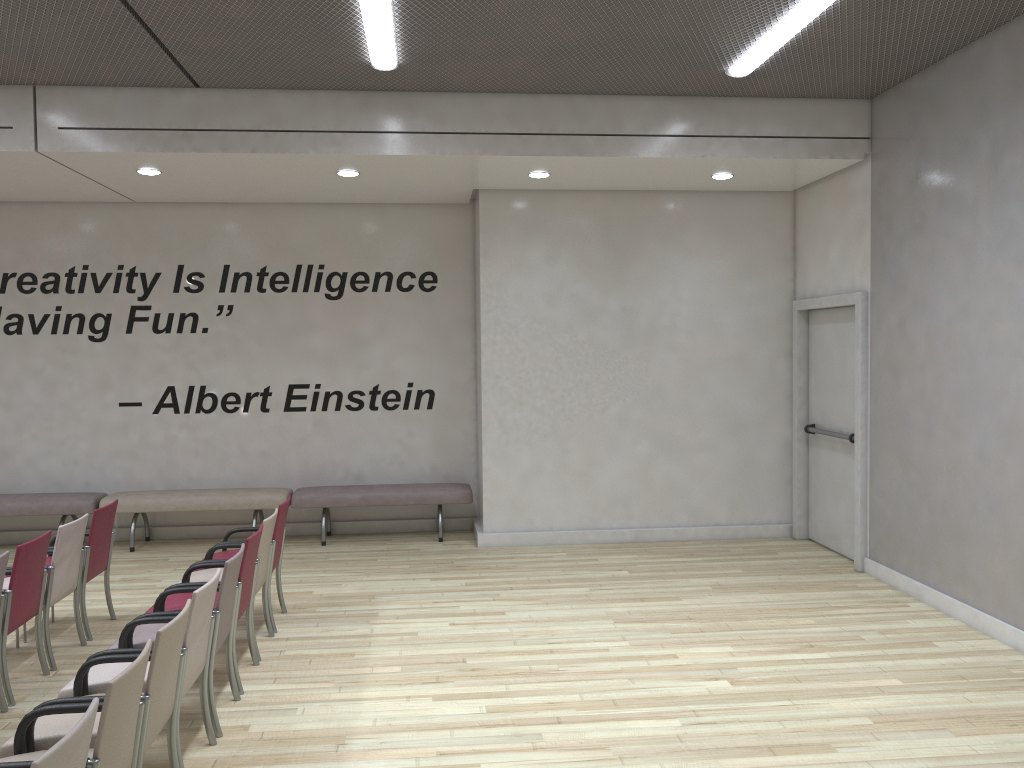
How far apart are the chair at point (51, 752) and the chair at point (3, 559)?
2.4 meters

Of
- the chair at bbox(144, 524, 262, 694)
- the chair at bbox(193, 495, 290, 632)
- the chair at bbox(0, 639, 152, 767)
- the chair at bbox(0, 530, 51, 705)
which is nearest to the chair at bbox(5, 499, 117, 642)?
the chair at bbox(0, 530, 51, 705)

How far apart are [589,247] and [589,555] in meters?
3.0

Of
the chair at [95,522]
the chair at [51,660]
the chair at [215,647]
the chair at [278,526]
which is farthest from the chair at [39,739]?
the chair at [95,522]

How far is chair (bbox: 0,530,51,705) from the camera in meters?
4.9

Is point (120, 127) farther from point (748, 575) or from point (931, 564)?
point (931, 564)

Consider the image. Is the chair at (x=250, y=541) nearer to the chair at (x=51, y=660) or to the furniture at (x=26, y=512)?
the chair at (x=51, y=660)

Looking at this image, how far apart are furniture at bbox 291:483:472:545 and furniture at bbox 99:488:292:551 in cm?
10

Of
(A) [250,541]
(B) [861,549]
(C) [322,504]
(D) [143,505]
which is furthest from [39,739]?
(B) [861,549]

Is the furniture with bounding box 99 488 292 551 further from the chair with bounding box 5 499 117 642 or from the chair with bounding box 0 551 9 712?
the chair with bounding box 0 551 9 712
